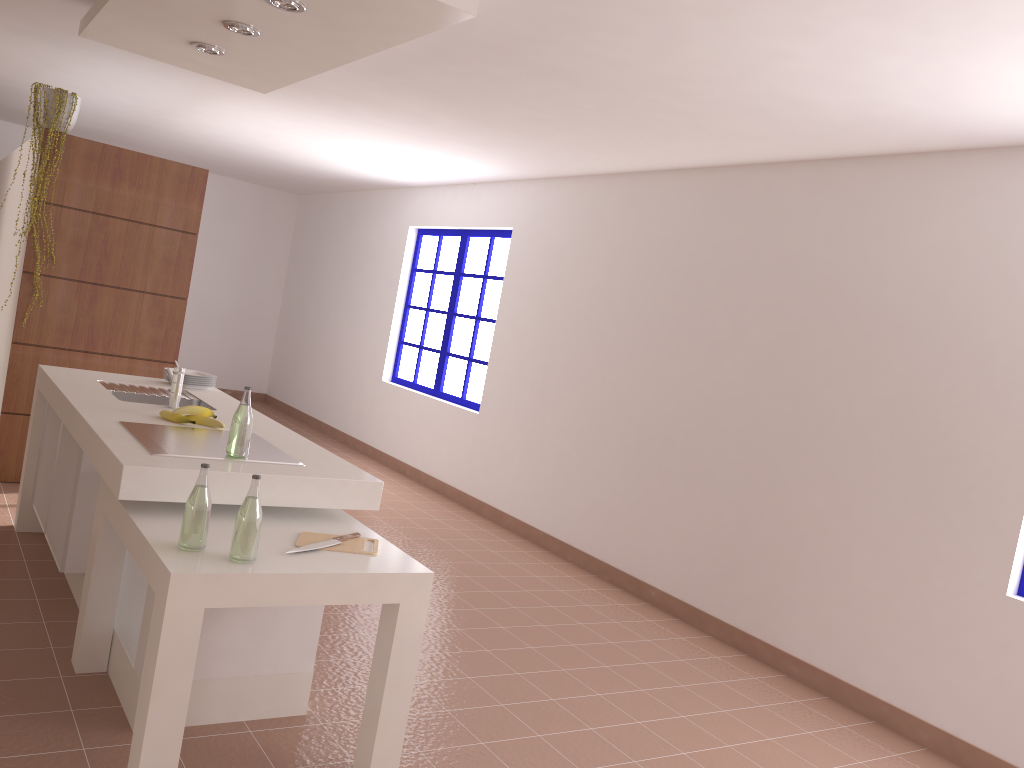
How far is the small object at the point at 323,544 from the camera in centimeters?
260cm

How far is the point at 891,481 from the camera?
3.9 meters

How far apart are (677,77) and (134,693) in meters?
3.0

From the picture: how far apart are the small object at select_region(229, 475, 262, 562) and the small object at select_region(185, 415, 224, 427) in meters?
1.1 m

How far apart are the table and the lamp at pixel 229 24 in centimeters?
185cm

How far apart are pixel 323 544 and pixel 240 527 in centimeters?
35cm

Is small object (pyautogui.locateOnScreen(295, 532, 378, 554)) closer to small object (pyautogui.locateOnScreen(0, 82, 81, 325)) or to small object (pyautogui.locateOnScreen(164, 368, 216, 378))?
small object (pyautogui.locateOnScreen(164, 368, 216, 378))

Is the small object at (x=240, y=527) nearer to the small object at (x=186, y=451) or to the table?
the table

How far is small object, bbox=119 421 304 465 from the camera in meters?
2.8

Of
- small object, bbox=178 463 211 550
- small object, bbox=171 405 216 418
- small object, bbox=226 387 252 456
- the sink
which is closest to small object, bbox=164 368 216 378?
the sink
